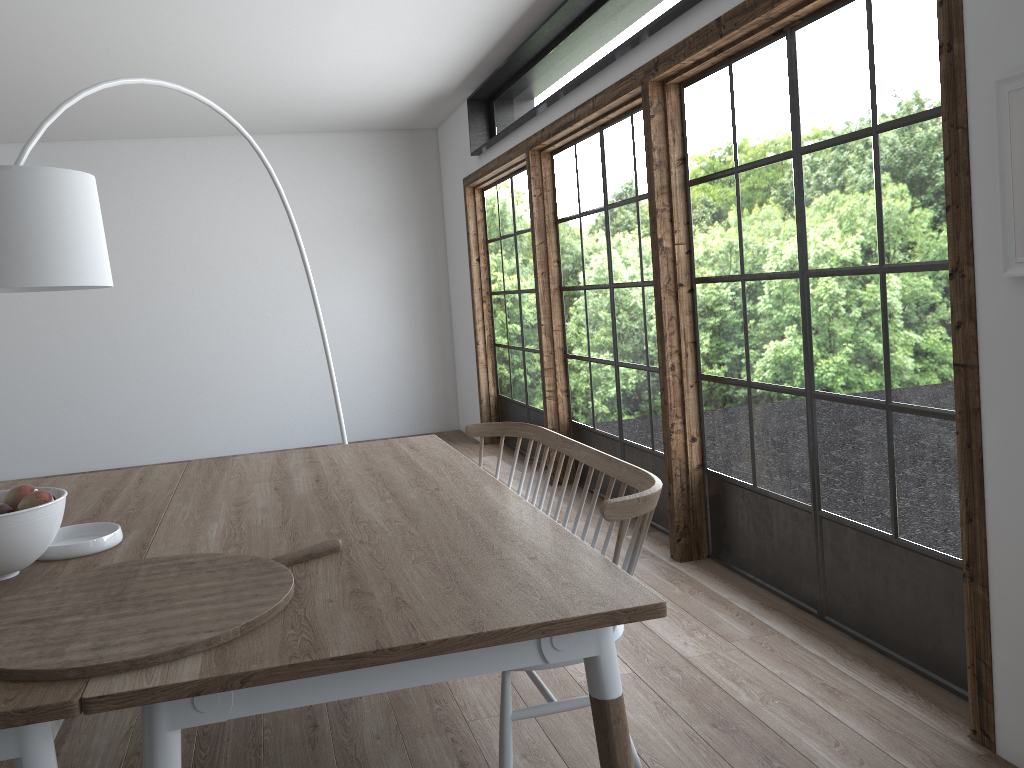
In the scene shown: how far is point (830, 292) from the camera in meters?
3.1

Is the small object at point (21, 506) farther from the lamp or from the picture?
the picture

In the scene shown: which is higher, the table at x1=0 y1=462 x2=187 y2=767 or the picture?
the picture

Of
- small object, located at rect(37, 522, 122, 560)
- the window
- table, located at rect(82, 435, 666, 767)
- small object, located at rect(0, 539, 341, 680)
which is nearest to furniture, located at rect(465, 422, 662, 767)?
table, located at rect(82, 435, 666, 767)

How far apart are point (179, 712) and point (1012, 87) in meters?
2.2 m

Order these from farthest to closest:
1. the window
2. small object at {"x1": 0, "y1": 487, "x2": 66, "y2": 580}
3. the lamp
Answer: the window, the lamp, small object at {"x1": 0, "y1": 487, "x2": 66, "y2": 580}

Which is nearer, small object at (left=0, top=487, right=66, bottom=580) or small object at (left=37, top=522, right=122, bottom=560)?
small object at (left=0, top=487, right=66, bottom=580)

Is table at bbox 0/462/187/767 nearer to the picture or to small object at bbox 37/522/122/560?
small object at bbox 37/522/122/560

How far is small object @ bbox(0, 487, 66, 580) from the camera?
1.8 meters

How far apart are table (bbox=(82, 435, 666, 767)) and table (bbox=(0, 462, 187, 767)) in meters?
0.0
